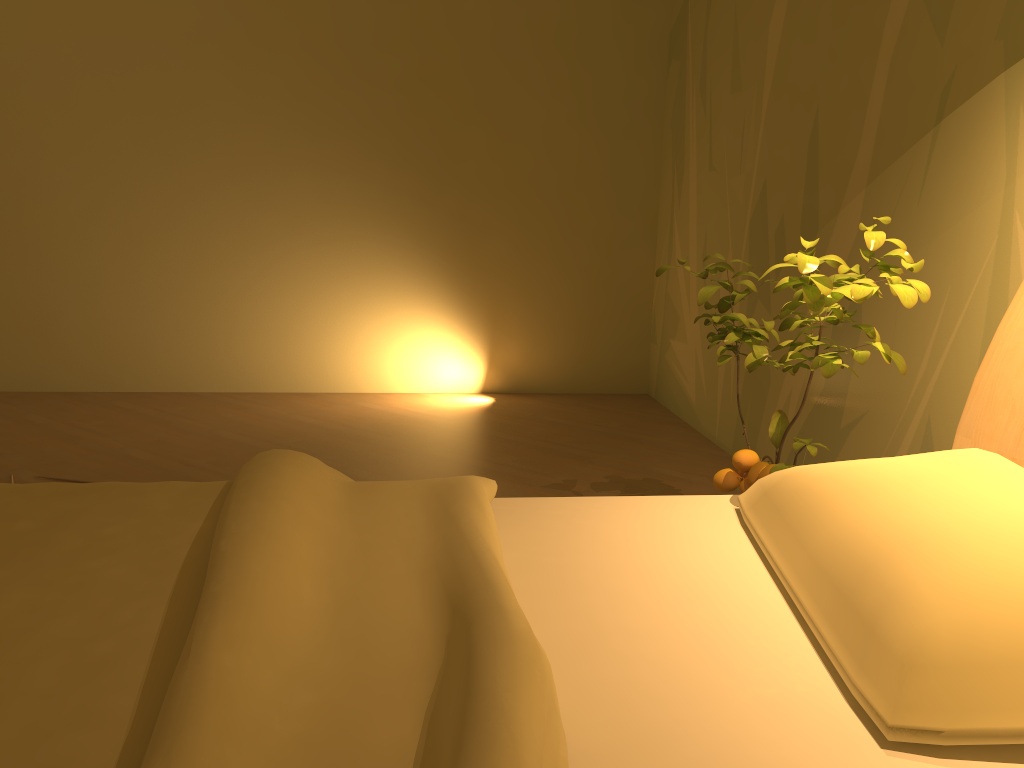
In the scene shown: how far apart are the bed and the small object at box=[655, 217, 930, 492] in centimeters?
15cm

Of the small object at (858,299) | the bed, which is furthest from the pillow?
Result: the small object at (858,299)

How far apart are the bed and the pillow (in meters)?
0.02

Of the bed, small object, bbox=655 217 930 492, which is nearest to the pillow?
the bed

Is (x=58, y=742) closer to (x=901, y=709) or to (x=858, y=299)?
(x=901, y=709)

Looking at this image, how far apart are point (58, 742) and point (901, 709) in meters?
0.9

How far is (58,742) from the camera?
0.8m

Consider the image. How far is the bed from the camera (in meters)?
0.84

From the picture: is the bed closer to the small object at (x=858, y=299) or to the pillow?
the pillow

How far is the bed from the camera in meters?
0.8 m
